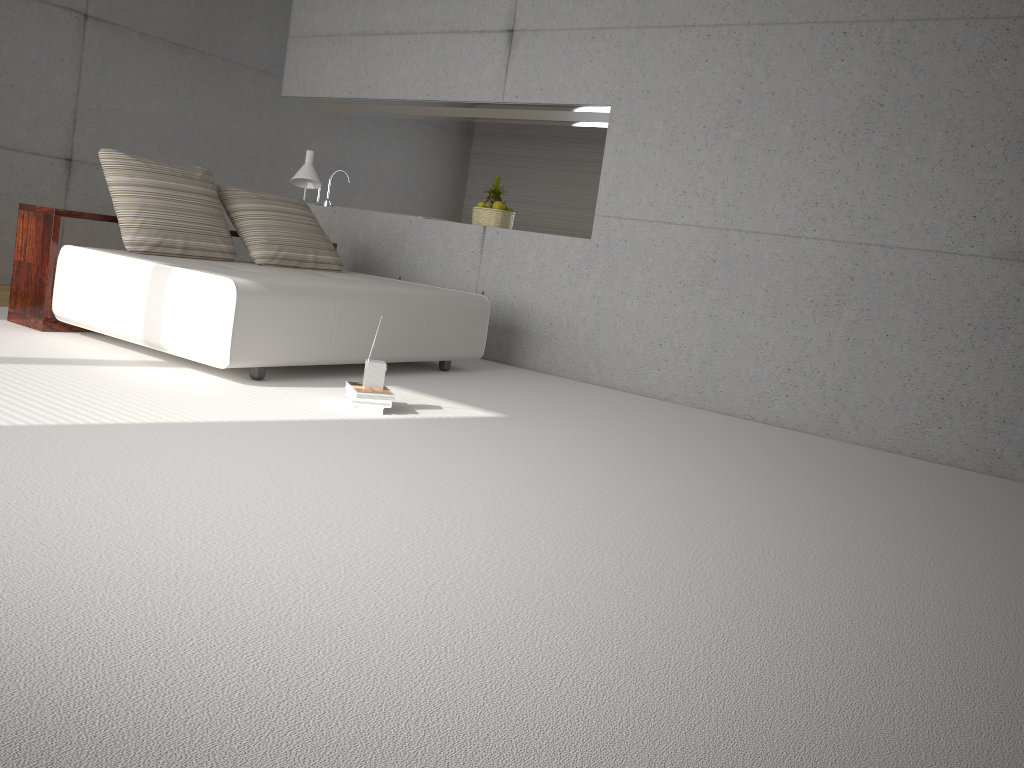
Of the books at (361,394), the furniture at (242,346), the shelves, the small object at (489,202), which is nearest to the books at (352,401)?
the books at (361,394)

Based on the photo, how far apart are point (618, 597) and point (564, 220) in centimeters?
913cm

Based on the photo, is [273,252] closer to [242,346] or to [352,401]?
[242,346]

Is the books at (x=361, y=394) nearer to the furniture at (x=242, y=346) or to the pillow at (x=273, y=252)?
the furniture at (x=242, y=346)

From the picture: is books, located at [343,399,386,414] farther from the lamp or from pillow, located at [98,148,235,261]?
the lamp

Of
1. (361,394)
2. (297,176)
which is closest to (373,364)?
(361,394)

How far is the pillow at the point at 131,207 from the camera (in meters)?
5.19

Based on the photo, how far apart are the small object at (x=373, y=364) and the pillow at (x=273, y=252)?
1.97m

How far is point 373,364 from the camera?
4.22m

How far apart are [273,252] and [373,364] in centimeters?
202cm
